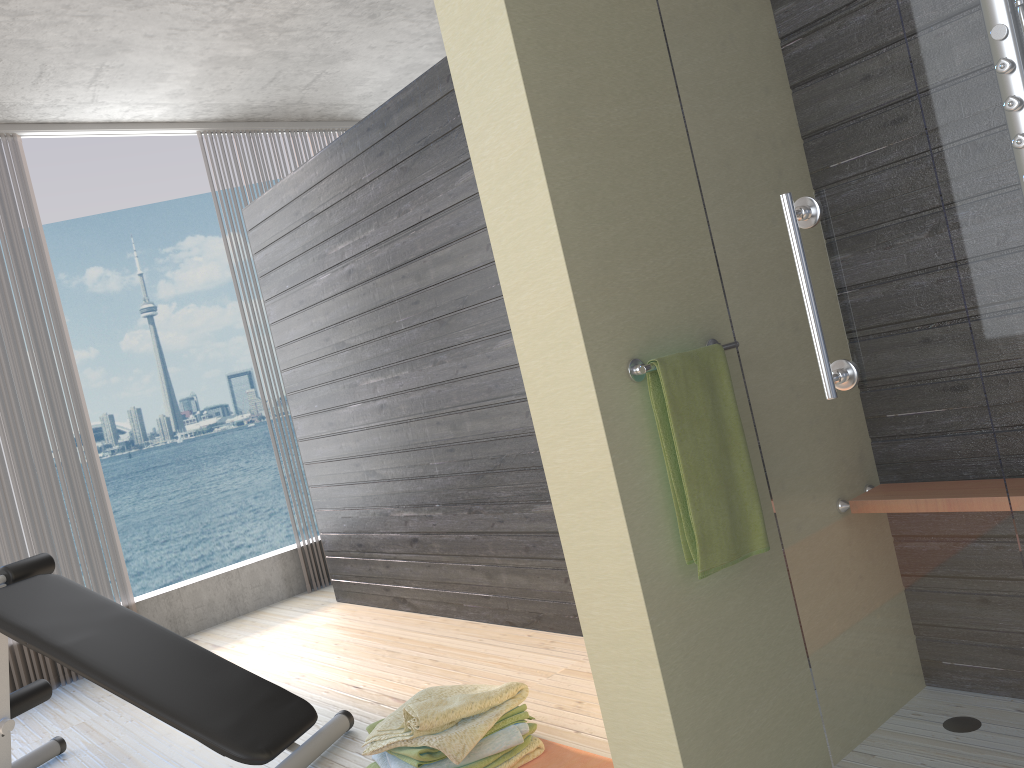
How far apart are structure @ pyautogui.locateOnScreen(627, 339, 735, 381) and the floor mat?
1.1 meters

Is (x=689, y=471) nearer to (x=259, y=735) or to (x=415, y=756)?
(x=415, y=756)

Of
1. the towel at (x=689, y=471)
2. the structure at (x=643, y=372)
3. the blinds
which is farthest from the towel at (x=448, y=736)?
the blinds

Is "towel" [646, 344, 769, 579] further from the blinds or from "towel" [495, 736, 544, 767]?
the blinds

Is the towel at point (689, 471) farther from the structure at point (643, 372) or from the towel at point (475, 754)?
the towel at point (475, 754)

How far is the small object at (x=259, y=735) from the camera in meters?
2.6

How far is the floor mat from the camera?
2.2m

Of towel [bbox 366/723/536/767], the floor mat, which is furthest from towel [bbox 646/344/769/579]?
towel [bbox 366/723/536/767]

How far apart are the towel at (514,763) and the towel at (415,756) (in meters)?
0.07

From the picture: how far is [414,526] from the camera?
4.0m
